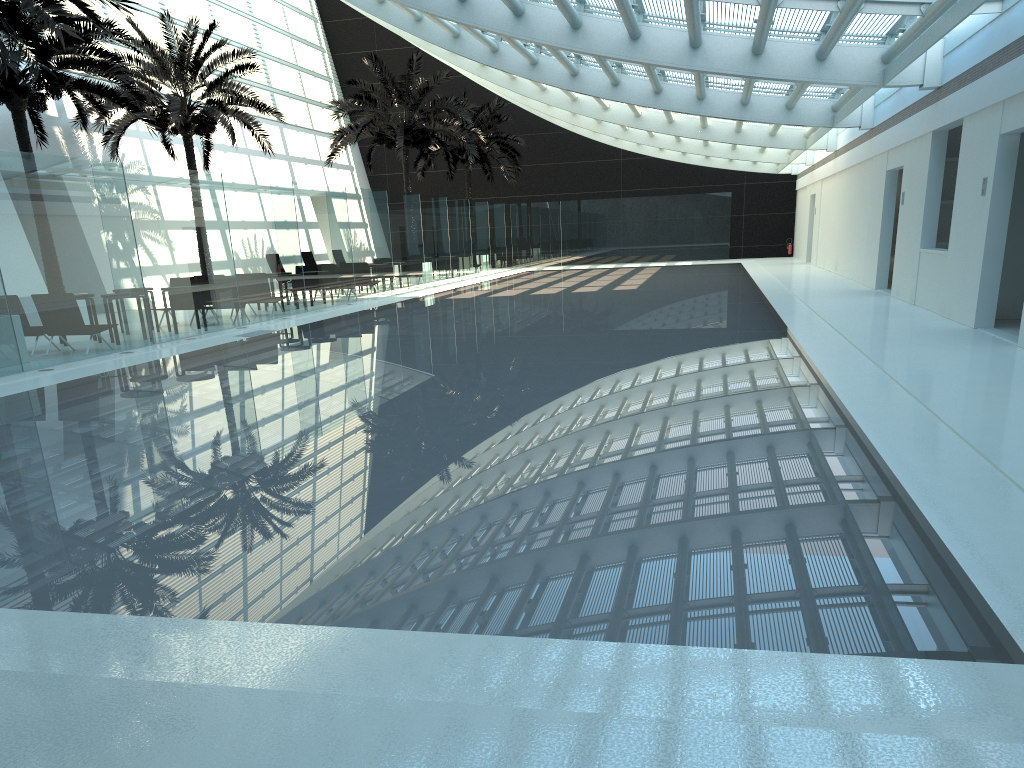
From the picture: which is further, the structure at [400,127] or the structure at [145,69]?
the structure at [400,127]

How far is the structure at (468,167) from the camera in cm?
3566

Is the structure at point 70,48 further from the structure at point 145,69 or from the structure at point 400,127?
the structure at point 400,127

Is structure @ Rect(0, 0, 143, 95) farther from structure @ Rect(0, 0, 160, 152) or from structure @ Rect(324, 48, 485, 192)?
structure @ Rect(324, 48, 485, 192)

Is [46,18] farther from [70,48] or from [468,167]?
[468,167]

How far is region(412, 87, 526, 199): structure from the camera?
35.66m

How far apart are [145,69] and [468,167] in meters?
16.1

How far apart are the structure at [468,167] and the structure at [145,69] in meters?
11.9

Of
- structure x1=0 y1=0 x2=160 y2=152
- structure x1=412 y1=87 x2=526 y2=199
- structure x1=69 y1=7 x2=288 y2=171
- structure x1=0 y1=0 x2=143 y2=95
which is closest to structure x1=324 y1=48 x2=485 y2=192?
structure x1=69 y1=7 x2=288 y2=171

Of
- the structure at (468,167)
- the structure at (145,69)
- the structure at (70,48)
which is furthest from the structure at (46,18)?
the structure at (468,167)
